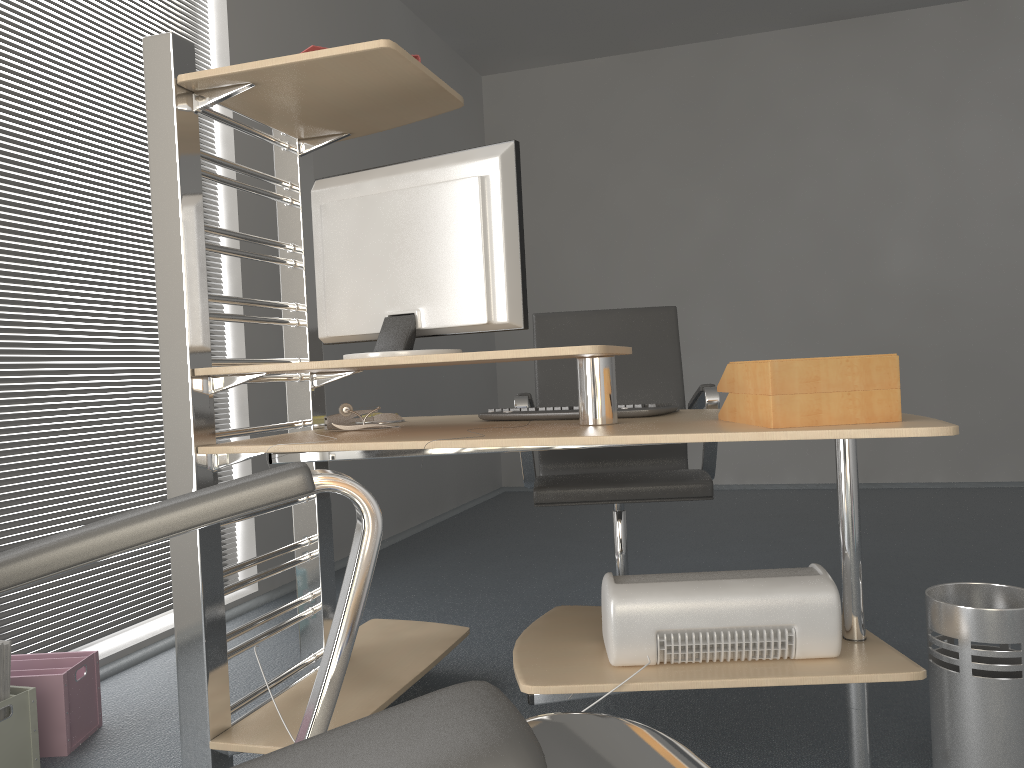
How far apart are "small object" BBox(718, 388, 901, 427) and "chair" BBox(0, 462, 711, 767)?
1.0 meters

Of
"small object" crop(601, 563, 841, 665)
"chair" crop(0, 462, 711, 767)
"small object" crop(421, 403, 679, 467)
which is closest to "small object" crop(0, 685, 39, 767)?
"small object" crop(421, 403, 679, 467)

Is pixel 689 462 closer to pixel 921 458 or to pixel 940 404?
pixel 921 458

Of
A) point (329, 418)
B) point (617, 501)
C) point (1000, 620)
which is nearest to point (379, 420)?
point (329, 418)

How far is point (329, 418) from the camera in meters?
2.2 m

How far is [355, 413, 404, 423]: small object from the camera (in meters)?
2.34

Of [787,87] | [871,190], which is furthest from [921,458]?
[787,87]

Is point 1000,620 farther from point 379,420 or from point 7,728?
point 7,728

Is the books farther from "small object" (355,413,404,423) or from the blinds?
"small object" (355,413,404,423)

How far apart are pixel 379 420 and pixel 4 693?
1.0 meters
